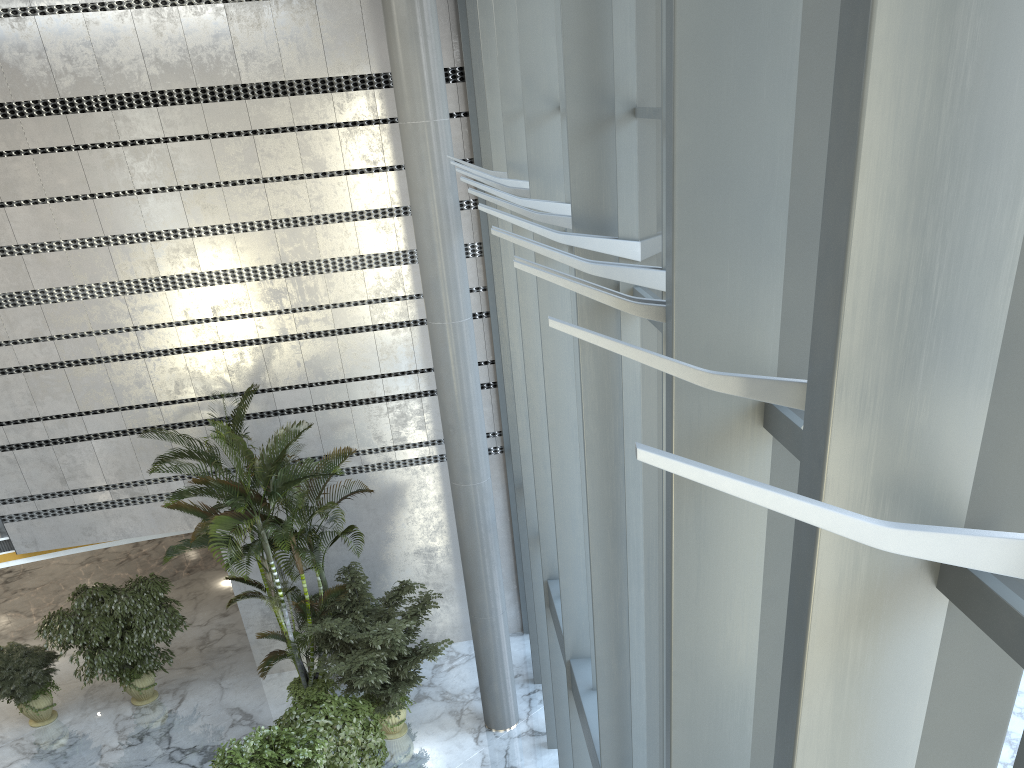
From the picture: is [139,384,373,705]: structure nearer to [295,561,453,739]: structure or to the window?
[295,561,453,739]: structure

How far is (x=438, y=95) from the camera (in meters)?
8.82

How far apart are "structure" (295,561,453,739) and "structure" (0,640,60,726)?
3.8 meters

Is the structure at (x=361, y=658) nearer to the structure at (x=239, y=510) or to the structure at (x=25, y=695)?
the structure at (x=239, y=510)

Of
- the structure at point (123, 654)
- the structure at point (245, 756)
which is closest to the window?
the structure at point (245, 756)

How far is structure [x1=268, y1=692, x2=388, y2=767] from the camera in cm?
848

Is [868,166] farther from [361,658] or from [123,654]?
[123,654]

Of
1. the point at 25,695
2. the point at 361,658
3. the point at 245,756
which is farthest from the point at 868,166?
the point at 25,695

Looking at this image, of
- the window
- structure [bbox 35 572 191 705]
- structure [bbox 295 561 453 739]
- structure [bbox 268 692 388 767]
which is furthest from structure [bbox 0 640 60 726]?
the window

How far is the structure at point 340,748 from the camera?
8.5 meters
